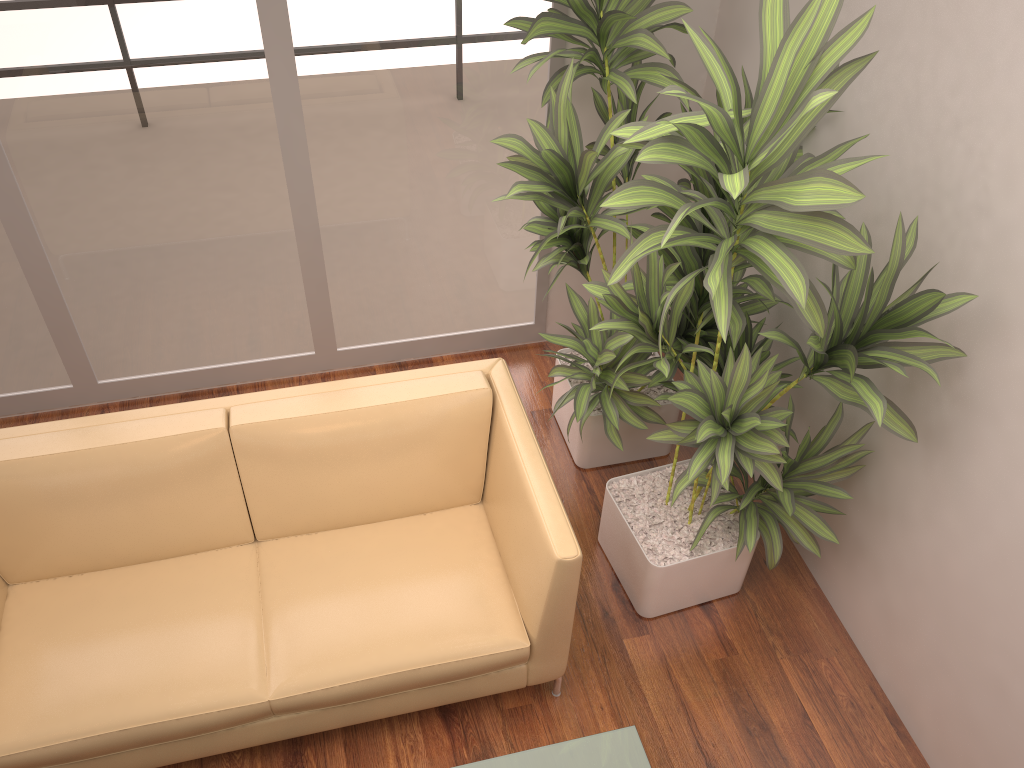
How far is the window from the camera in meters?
3.0

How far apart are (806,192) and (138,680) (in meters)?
2.11

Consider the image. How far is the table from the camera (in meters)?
2.12

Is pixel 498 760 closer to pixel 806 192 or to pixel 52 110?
pixel 806 192

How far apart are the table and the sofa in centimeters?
38cm

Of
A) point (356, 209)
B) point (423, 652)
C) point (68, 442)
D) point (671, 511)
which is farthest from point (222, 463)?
point (671, 511)

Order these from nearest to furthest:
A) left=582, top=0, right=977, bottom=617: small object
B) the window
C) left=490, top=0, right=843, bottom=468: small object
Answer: left=582, top=0, right=977, bottom=617: small object → left=490, top=0, right=843, bottom=468: small object → the window

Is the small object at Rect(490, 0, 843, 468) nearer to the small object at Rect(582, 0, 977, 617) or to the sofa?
the small object at Rect(582, 0, 977, 617)

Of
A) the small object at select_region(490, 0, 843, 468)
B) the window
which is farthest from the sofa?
the window

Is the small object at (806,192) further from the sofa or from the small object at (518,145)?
the sofa
